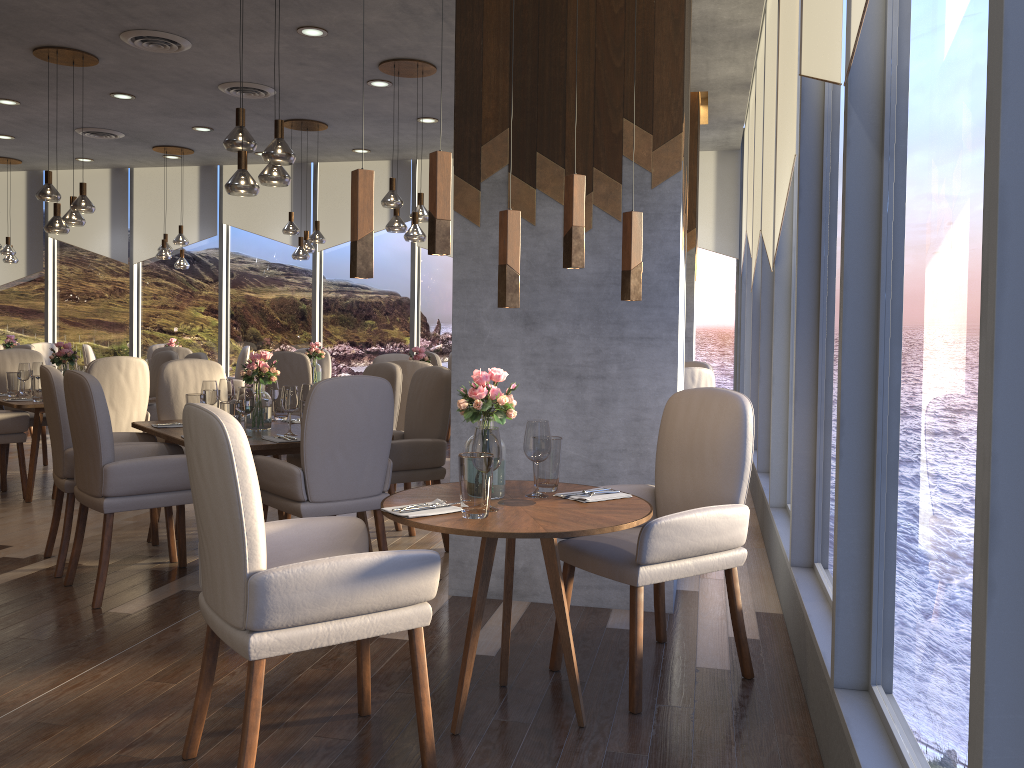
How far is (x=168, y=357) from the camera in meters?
7.3

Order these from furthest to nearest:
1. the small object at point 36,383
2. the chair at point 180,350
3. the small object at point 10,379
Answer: the chair at point 180,350 → the small object at point 10,379 → the small object at point 36,383

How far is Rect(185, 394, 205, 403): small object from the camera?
4.6 meters

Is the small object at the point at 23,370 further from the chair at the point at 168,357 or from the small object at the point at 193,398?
the small object at the point at 193,398

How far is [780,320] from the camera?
4.7m

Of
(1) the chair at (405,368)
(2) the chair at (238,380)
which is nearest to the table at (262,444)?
(1) the chair at (405,368)

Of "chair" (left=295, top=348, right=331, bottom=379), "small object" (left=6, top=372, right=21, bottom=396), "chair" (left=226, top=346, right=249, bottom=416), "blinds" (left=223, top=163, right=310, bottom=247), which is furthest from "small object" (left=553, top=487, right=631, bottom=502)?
"blinds" (left=223, top=163, right=310, bottom=247)

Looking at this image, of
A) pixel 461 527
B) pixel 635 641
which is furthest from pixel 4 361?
pixel 635 641

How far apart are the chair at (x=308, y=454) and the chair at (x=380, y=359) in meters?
3.6

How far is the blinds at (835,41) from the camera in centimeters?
242cm
